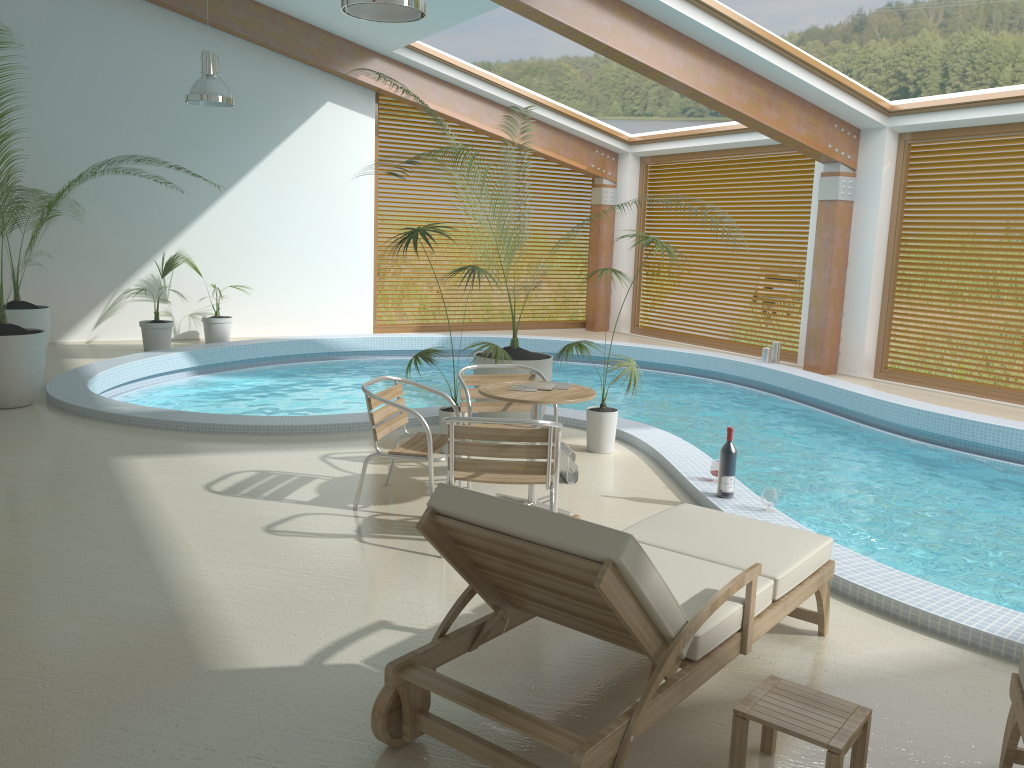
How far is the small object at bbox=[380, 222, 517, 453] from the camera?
6.22m

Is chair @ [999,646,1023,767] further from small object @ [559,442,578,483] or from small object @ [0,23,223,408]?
small object @ [0,23,223,408]

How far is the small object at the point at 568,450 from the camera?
5.92m

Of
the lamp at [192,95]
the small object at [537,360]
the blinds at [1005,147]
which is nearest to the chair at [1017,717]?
the small object at [537,360]

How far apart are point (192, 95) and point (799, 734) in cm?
906

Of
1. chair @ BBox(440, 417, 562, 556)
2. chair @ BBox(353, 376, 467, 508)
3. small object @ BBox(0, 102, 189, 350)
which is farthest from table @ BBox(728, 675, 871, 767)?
small object @ BBox(0, 102, 189, 350)

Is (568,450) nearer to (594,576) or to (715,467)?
(715,467)

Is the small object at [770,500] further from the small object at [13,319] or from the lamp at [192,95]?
the small object at [13,319]

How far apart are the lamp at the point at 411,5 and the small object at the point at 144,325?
6.9m

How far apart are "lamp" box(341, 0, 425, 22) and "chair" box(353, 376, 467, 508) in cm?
222
